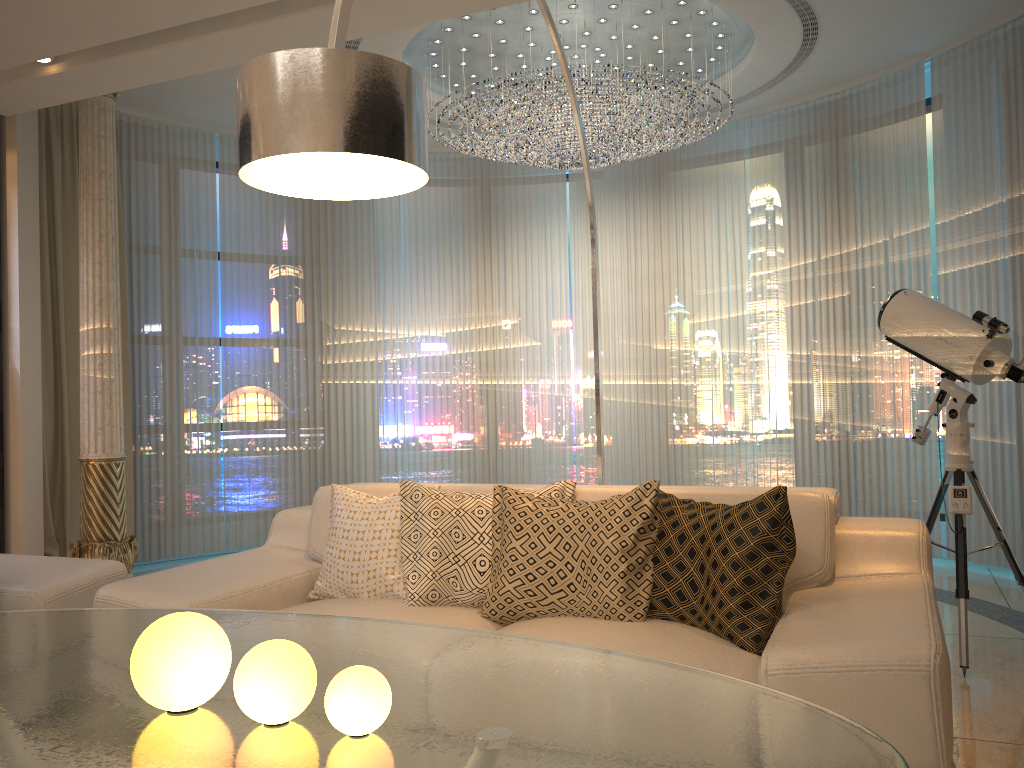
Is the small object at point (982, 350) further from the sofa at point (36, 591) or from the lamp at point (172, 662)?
the sofa at point (36, 591)

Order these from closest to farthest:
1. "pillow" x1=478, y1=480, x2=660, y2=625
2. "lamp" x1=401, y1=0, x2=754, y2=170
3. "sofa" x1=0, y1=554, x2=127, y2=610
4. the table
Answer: the table < "pillow" x1=478, y1=480, x2=660, y2=625 < "sofa" x1=0, y1=554, x2=127, y2=610 < "lamp" x1=401, y1=0, x2=754, y2=170

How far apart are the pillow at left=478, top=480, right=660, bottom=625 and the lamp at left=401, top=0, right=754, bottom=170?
2.7 meters

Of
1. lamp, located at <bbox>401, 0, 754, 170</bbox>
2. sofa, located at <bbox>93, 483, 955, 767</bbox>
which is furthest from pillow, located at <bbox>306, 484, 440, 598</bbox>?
lamp, located at <bbox>401, 0, 754, 170</bbox>

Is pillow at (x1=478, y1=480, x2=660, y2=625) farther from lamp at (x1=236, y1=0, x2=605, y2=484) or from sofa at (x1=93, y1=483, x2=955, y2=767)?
lamp at (x1=236, y1=0, x2=605, y2=484)

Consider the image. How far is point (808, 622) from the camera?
2.1m

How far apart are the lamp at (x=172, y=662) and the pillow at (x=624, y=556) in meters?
1.3

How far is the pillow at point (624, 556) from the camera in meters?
2.4 m

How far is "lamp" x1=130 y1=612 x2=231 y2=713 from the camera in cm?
127

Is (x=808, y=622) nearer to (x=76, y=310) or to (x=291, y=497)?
(x=76, y=310)
